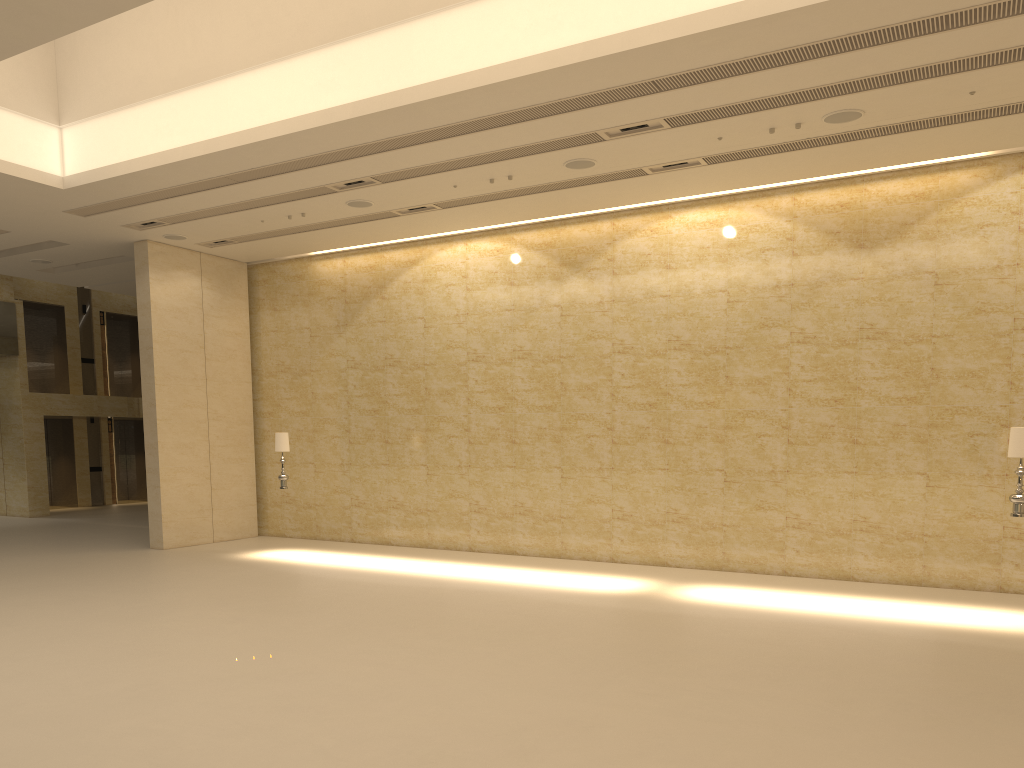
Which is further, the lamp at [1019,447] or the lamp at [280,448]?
the lamp at [280,448]

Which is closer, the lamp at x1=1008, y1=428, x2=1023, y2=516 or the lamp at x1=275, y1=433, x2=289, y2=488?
the lamp at x1=1008, y1=428, x2=1023, y2=516

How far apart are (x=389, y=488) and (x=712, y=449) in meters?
6.5 m

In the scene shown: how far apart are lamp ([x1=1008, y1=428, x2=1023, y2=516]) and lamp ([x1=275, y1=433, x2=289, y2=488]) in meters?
11.3 m

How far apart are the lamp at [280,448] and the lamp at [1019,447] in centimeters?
1128cm

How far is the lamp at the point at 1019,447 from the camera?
10.4m

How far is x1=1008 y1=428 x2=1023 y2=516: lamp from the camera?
10.4 meters

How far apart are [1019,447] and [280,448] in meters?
11.4 m

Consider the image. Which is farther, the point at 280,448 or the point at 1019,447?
the point at 280,448

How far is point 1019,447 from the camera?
10.4 meters
